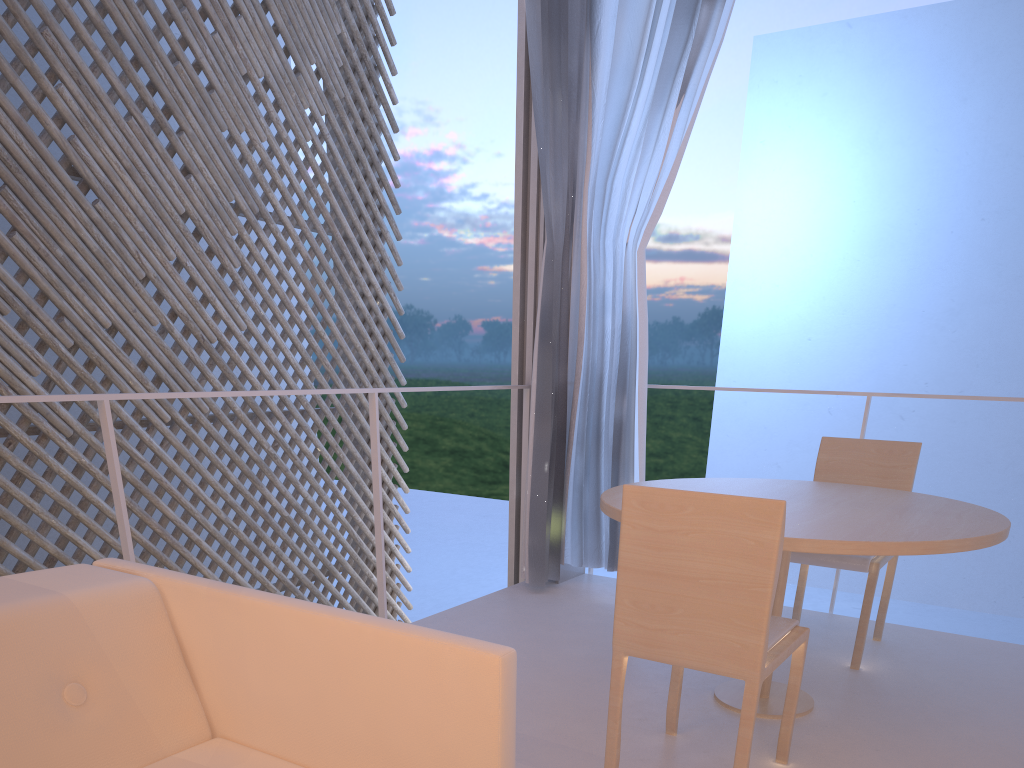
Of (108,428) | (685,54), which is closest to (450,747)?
(108,428)

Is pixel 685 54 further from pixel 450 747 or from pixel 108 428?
pixel 450 747

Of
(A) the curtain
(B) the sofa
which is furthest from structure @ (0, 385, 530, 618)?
(B) the sofa

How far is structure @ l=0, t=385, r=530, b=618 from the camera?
1.2m

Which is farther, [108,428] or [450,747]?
[108,428]

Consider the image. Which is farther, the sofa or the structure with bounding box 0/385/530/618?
the structure with bounding box 0/385/530/618

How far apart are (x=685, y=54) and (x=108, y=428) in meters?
1.5 m

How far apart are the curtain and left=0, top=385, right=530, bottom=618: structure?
0.13m

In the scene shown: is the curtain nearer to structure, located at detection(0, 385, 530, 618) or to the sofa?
structure, located at detection(0, 385, 530, 618)

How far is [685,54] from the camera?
1.97m
